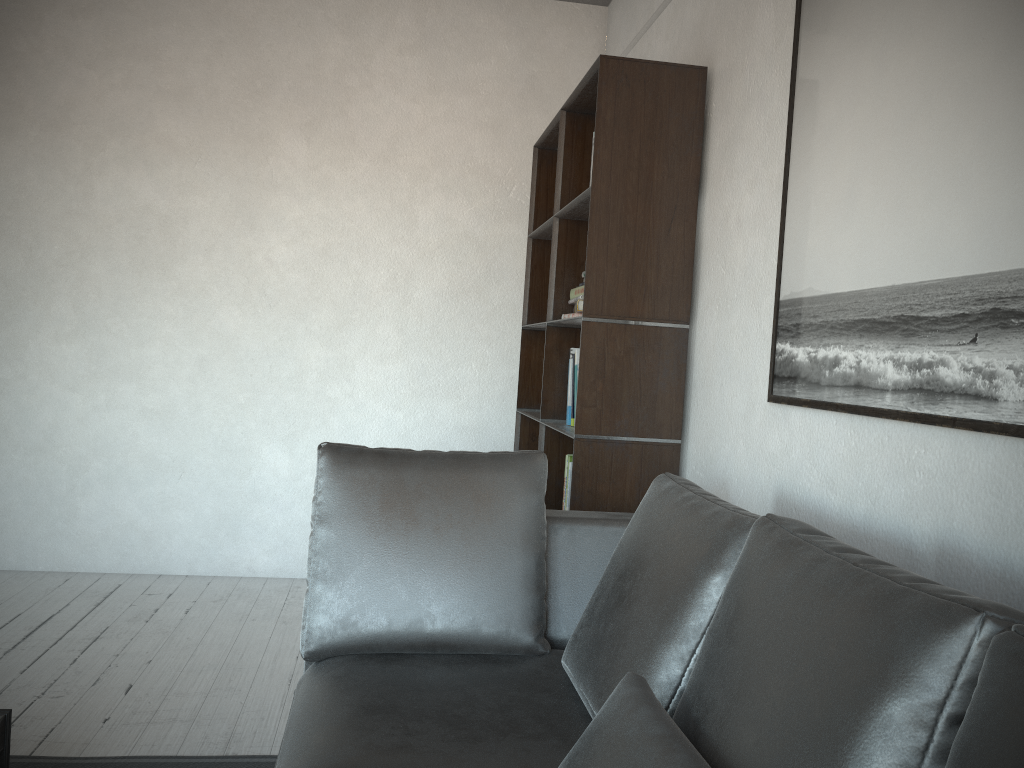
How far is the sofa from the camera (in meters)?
0.97

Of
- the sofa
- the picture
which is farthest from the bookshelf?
the picture

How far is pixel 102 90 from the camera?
4.1m

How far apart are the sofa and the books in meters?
0.8

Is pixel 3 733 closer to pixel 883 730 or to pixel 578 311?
pixel 883 730

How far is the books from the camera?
3.1m

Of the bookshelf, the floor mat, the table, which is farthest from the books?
the table

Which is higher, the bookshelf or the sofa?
the bookshelf

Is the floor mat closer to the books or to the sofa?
the sofa

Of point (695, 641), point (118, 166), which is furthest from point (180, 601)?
point (695, 641)
